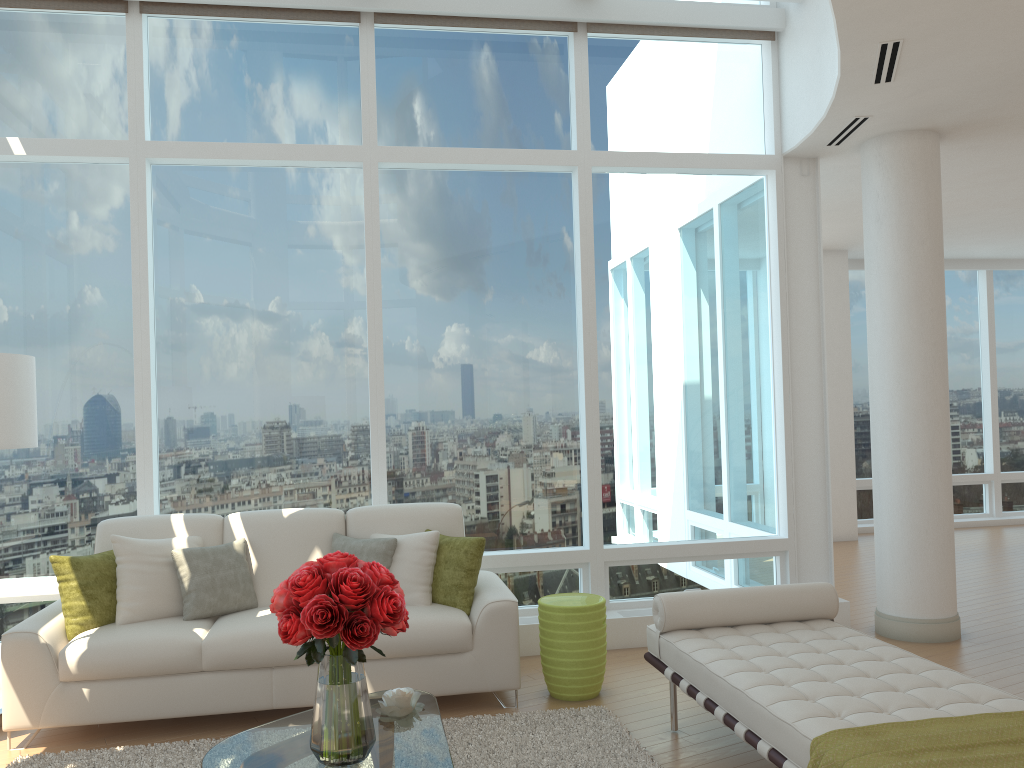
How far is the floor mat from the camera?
4.0m

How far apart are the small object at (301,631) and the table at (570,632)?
1.8 meters

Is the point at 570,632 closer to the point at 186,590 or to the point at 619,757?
the point at 619,757

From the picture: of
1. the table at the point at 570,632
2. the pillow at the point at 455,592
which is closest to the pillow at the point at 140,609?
the pillow at the point at 455,592

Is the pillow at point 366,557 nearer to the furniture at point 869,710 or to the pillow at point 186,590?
the pillow at point 186,590

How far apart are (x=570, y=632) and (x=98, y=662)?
2.39m

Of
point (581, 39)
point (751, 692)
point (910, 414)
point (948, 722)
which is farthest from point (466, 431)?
point (948, 722)

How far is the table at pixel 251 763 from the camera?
3.0 meters

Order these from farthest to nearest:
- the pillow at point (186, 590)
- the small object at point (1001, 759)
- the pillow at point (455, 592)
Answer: the pillow at point (455, 592), the pillow at point (186, 590), the small object at point (1001, 759)

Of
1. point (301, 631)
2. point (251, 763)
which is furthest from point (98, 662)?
point (301, 631)
